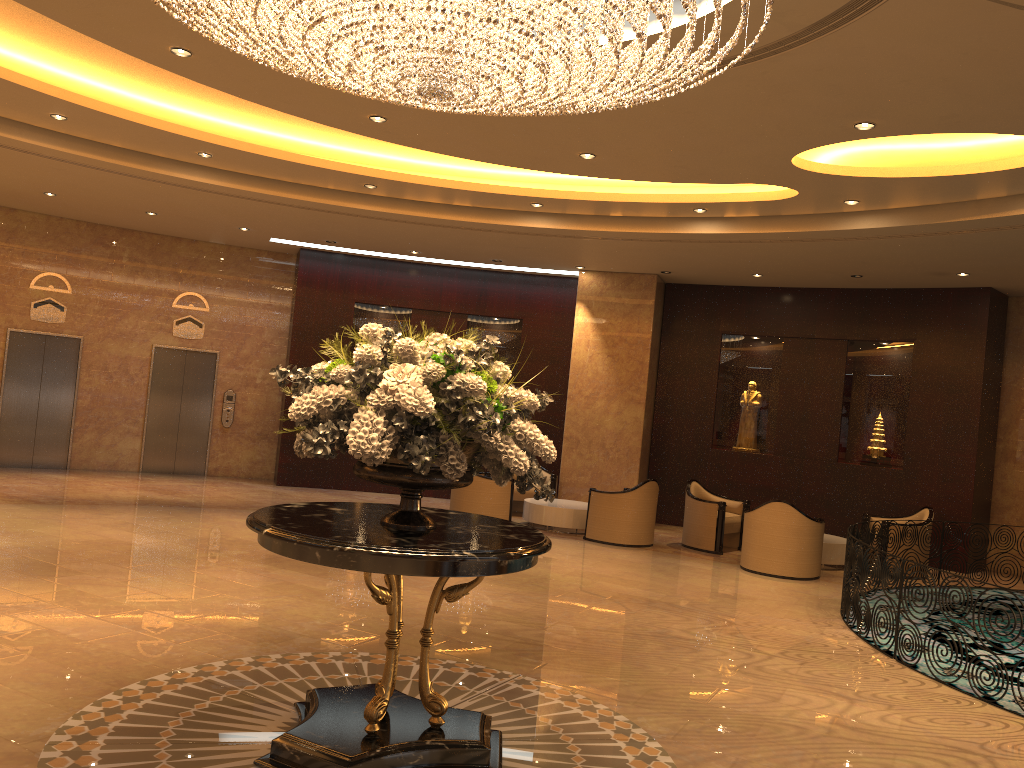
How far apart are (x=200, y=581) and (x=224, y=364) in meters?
8.4 m

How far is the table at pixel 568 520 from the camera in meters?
12.3 m

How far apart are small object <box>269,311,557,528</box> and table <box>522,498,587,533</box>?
7.8 meters

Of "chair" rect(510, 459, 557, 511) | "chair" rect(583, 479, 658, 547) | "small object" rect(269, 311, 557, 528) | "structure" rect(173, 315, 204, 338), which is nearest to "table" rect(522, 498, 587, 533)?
"chair" rect(583, 479, 658, 547)

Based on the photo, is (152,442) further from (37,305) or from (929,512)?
(929,512)

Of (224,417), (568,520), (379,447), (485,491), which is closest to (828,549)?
(568,520)

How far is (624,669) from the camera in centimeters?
605cm

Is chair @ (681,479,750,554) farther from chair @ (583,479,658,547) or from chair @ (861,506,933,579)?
chair @ (861,506,933,579)

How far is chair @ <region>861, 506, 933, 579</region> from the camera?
11.5m

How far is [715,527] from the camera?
11.8 meters
